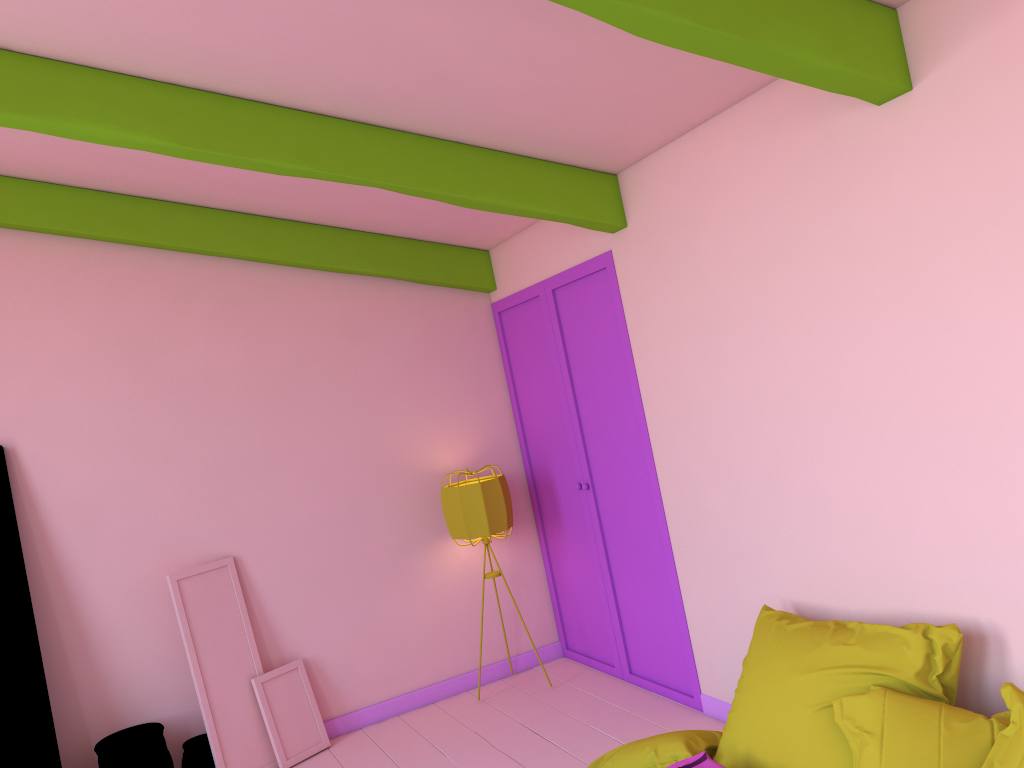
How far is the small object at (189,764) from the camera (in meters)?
5.06

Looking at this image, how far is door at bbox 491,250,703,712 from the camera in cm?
499

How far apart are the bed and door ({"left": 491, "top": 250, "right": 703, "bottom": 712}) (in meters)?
1.44

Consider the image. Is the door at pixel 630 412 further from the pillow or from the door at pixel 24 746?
the door at pixel 24 746

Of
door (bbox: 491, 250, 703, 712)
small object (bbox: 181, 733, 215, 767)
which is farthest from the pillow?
small object (bbox: 181, 733, 215, 767)

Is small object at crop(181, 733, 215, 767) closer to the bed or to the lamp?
the lamp

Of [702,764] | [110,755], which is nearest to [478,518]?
[110,755]

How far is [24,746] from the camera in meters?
4.7

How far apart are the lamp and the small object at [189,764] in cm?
189

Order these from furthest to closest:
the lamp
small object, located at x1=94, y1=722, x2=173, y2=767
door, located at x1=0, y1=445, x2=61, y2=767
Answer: the lamp < small object, located at x1=94, y1=722, x2=173, y2=767 < door, located at x1=0, y1=445, x2=61, y2=767
